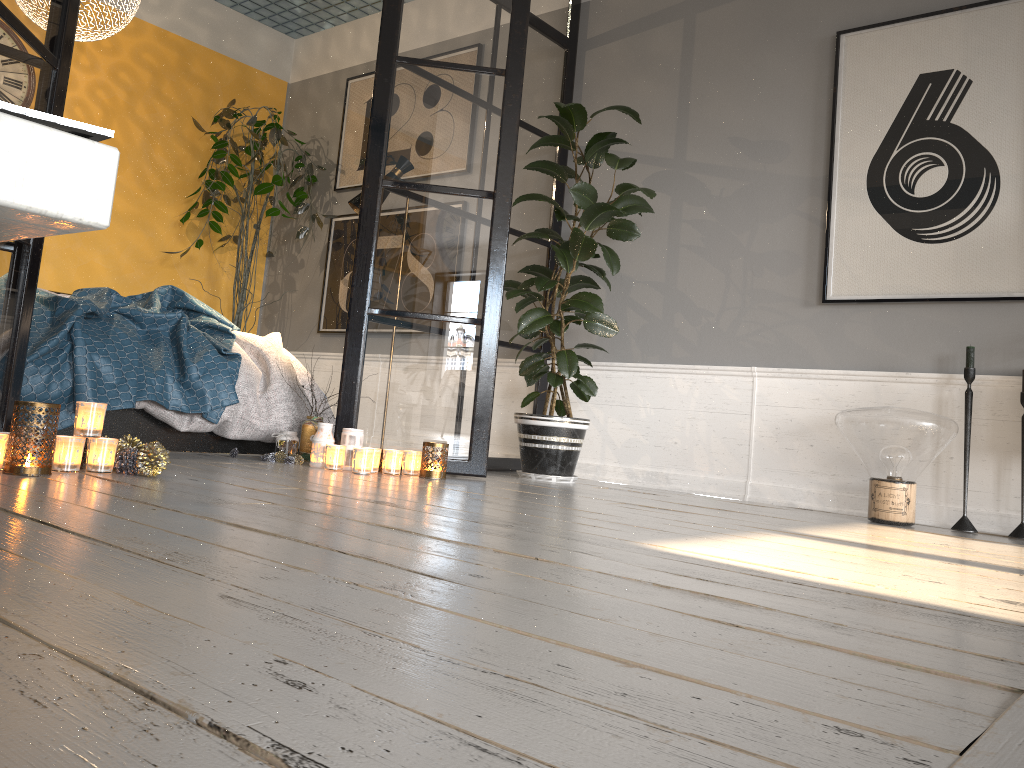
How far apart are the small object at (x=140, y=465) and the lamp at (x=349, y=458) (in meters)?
0.95

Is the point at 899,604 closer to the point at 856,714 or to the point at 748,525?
the point at 856,714

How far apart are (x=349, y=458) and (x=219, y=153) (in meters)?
2.84

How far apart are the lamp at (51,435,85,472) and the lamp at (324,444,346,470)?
1.1m

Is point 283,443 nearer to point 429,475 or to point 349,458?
point 349,458

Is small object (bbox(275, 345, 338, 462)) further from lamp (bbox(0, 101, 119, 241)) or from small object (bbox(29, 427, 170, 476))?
lamp (bbox(0, 101, 119, 241))

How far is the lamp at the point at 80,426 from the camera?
2.5m

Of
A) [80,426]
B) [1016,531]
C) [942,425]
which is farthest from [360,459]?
[1016,531]

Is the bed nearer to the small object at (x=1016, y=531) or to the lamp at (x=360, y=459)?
the lamp at (x=360, y=459)

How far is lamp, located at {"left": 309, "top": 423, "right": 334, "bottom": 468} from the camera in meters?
3.5
